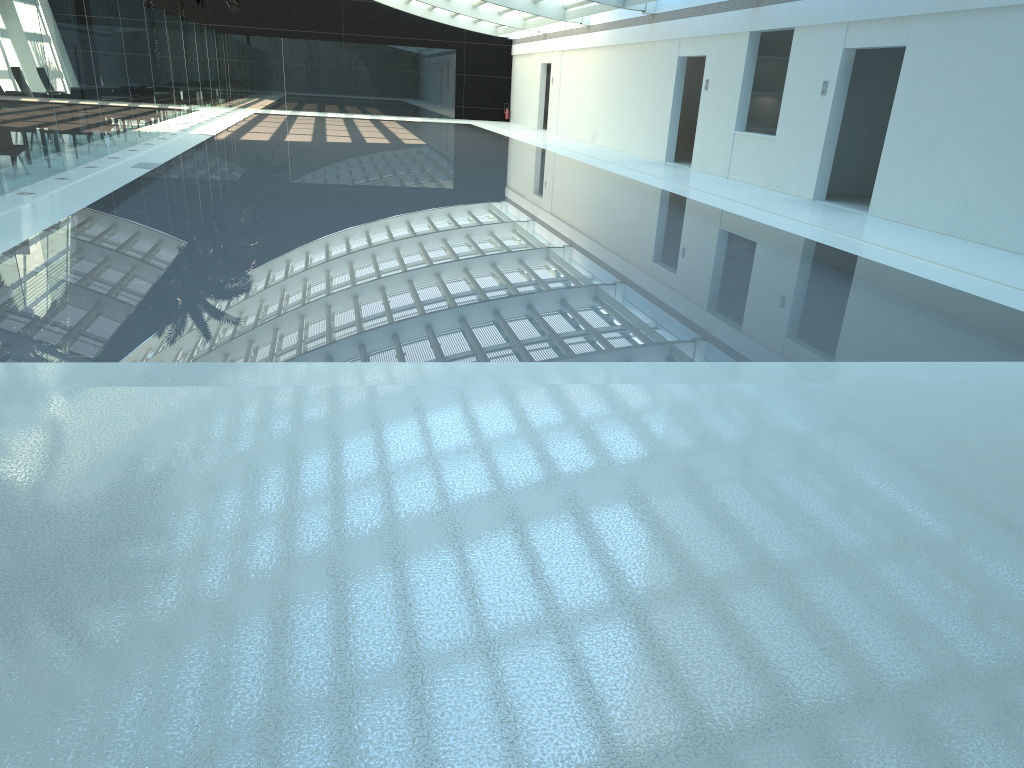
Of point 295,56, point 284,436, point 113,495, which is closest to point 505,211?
point 284,436

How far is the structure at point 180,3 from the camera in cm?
3472

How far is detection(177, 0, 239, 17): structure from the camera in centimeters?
3472cm
